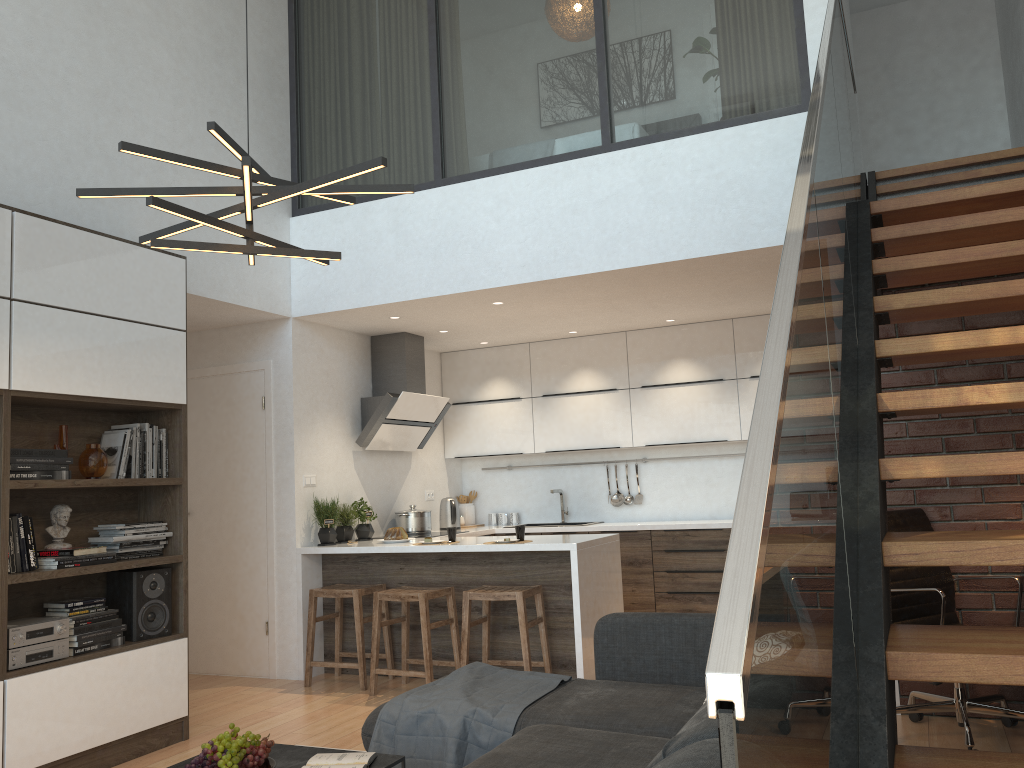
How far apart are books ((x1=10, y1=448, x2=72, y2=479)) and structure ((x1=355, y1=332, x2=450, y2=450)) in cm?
263

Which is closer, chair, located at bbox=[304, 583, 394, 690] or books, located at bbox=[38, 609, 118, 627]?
books, located at bbox=[38, 609, 118, 627]

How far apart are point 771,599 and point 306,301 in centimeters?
553cm

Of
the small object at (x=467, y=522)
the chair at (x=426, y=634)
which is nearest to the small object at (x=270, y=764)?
the chair at (x=426, y=634)

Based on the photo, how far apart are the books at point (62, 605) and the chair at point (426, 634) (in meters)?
1.61

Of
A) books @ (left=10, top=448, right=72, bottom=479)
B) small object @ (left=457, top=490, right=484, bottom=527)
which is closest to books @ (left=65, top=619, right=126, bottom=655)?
books @ (left=10, top=448, right=72, bottom=479)

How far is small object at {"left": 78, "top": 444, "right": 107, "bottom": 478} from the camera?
4.2 meters

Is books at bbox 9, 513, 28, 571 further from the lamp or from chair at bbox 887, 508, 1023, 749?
chair at bbox 887, 508, 1023, 749

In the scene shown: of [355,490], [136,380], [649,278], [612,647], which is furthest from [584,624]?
[136,380]

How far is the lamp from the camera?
2.6 meters
